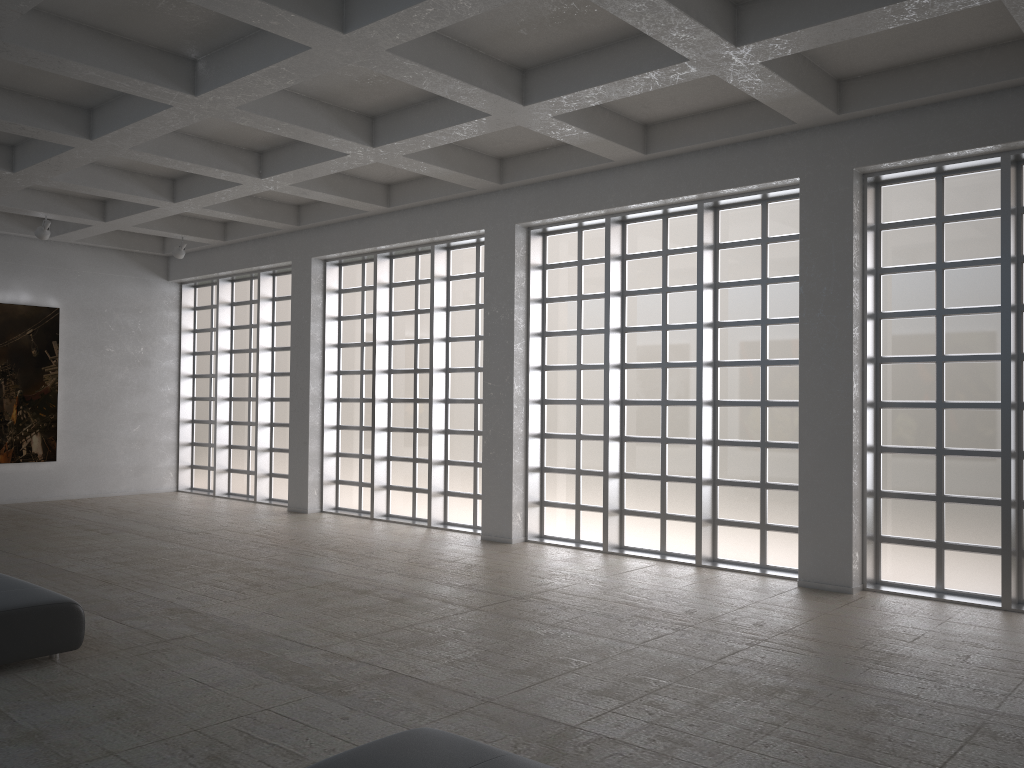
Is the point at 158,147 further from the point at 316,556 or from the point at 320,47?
the point at 316,556

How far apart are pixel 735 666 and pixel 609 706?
2.4m
